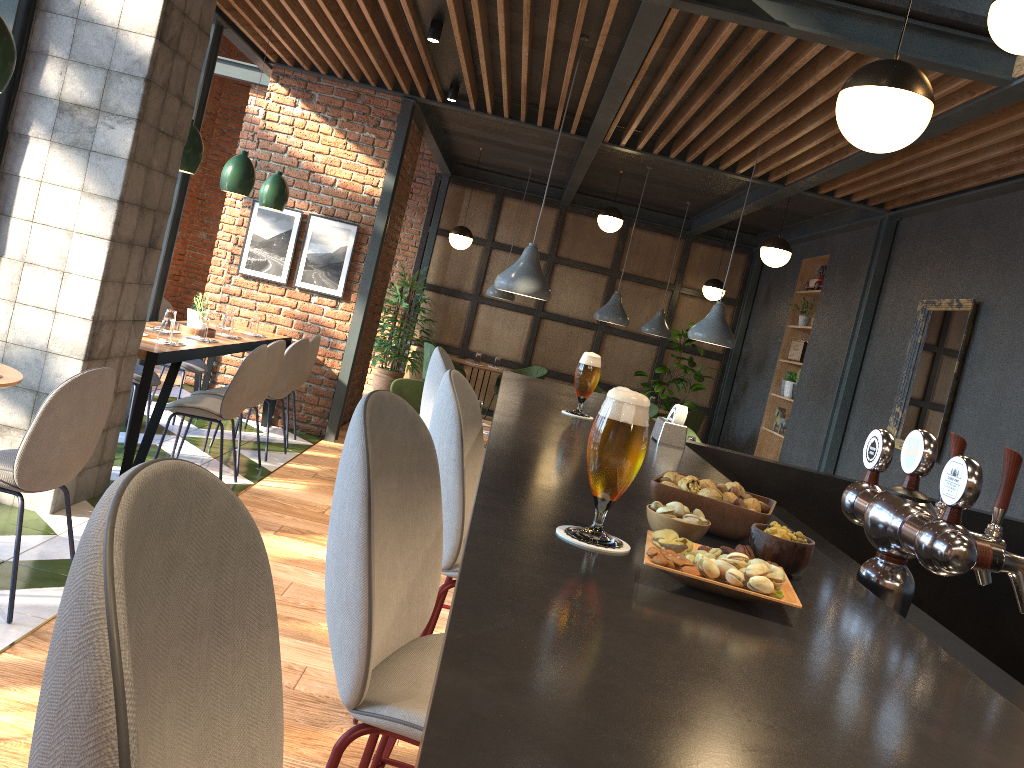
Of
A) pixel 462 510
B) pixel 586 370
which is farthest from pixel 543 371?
pixel 462 510

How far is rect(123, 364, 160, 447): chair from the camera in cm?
561

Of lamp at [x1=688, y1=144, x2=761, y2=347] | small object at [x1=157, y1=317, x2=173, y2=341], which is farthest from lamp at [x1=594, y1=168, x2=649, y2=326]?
small object at [x1=157, y1=317, x2=173, y2=341]

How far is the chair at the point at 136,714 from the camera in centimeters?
48cm

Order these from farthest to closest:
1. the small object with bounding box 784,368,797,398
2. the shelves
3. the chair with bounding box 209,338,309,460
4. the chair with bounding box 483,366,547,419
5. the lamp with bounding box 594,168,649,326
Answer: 1. the chair with bounding box 483,366,547,419
2. the shelves
3. the small object with bounding box 784,368,797,398
4. the lamp with bounding box 594,168,649,326
5. the chair with bounding box 209,338,309,460

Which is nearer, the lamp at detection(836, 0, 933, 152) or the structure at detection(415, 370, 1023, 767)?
the structure at detection(415, 370, 1023, 767)

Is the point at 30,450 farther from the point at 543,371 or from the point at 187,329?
the point at 543,371

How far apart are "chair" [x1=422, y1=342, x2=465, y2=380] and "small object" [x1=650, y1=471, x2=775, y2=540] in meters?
8.9 m

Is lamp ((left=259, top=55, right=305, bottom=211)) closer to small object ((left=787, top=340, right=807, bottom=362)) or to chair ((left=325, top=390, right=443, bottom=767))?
small object ((left=787, top=340, right=807, bottom=362))

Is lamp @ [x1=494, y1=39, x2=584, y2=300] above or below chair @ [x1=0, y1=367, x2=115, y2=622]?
above
